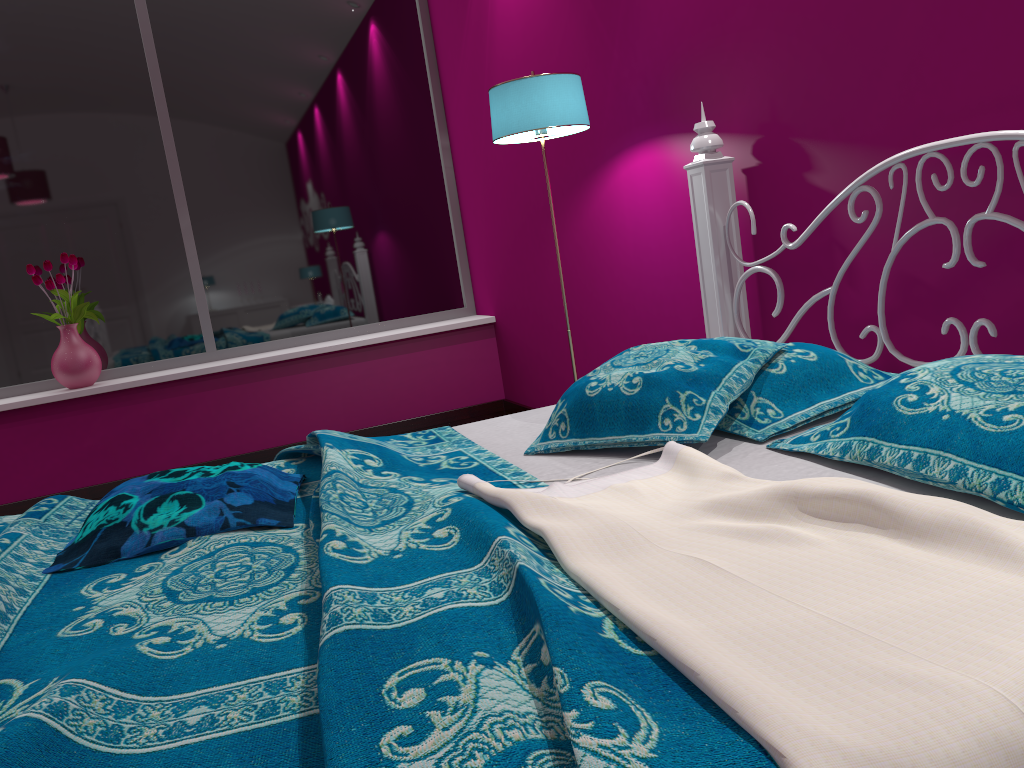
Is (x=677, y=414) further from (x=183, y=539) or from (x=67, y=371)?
(x=67, y=371)

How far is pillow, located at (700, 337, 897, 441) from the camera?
1.6 meters

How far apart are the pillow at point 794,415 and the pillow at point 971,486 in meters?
0.0

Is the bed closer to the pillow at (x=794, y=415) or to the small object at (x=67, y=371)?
the pillow at (x=794, y=415)

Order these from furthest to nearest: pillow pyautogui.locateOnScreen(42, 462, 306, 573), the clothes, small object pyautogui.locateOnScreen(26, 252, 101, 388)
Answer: small object pyautogui.locateOnScreen(26, 252, 101, 388) < pillow pyautogui.locateOnScreen(42, 462, 306, 573) < the clothes

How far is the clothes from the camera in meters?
0.7 m

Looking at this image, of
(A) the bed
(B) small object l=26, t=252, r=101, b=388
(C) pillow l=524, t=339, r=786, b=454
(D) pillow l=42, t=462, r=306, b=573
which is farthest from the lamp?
(B) small object l=26, t=252, r=101, b=388

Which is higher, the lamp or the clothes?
the lamp

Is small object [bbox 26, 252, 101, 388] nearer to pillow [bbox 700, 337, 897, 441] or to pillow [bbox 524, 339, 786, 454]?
pillow [bbox 524, 339, 786, 454]

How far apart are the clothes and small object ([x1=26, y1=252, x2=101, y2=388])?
3.2 meters
